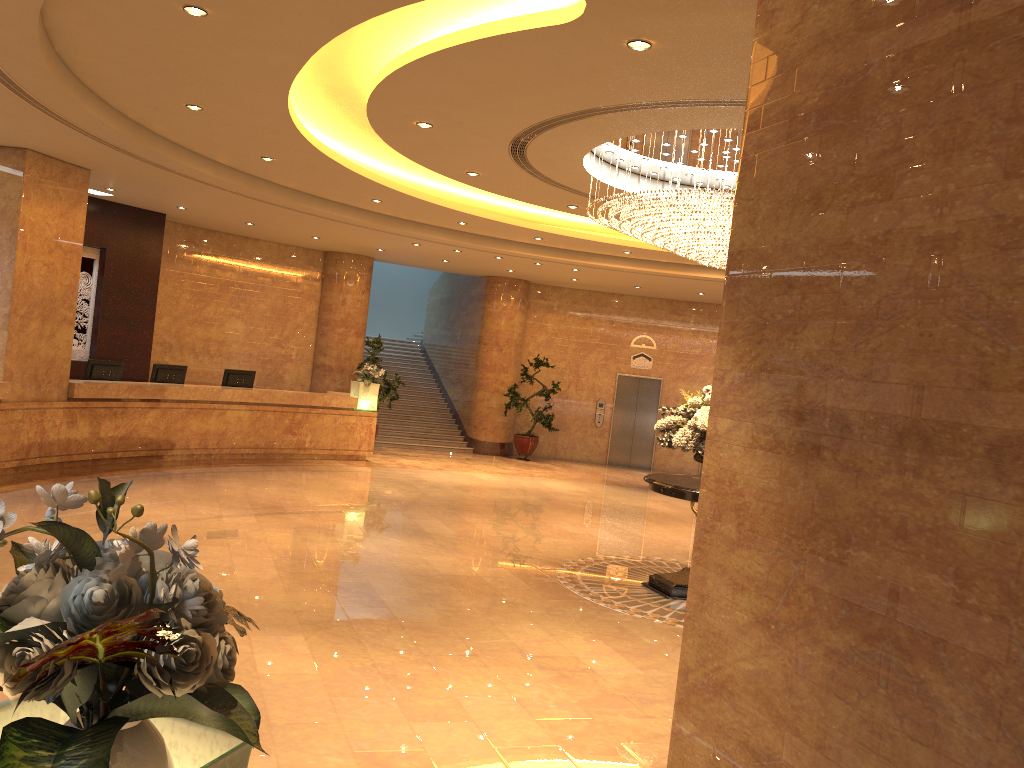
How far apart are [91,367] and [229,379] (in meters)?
2.48

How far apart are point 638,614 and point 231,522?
4.60m

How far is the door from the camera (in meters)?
20.56

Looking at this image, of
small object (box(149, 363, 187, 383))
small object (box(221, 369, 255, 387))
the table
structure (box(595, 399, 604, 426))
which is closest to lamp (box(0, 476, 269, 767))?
the table

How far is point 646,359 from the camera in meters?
20.6

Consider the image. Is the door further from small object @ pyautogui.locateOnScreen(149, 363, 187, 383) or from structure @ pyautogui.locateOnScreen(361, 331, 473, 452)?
small object @ pyautogui.locateOnScreen(149, 363, 187, 383)

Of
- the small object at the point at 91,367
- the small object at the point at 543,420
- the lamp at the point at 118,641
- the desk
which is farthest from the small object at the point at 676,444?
the small object at the point at 543,420

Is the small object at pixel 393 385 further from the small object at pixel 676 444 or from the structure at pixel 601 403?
the small object at pixel 676 444

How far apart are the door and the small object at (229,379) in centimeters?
877cm

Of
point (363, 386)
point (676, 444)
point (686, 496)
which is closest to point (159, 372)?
point (363, 386)
